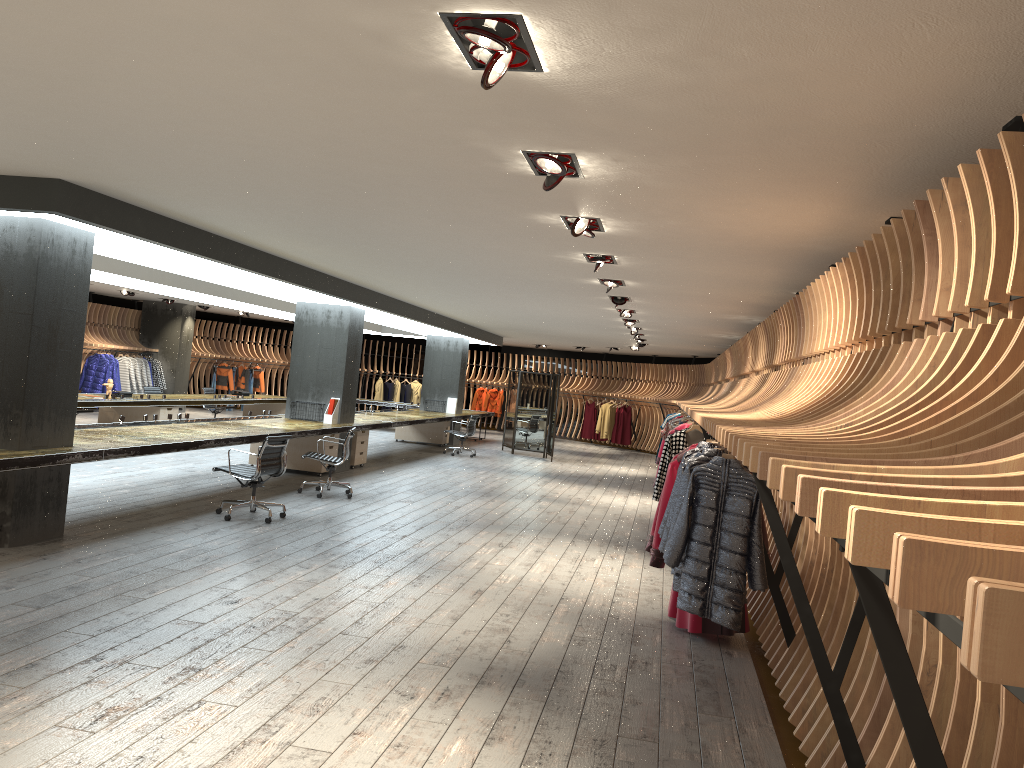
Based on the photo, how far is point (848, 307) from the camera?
5.1 meters

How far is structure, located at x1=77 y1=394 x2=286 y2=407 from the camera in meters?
13.8

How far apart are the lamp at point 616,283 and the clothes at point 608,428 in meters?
16.0

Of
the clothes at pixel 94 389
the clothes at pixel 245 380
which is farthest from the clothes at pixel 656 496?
the clothes at pixel 245 380

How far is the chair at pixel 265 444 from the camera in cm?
879

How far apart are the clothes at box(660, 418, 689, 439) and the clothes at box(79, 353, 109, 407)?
13.26m

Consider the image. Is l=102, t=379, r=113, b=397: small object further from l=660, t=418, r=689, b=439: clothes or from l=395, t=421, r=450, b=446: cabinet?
l=660, t=418, r=689, b=439: clothes

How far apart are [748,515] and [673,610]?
2.15m

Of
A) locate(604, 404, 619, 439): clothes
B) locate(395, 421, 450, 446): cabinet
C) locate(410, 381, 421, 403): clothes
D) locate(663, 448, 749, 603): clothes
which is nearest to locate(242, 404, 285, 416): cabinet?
locate(395, 421, 450, 446): cabinet

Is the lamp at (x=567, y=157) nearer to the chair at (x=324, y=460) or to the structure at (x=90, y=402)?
the chair at (x=324, y=460)
